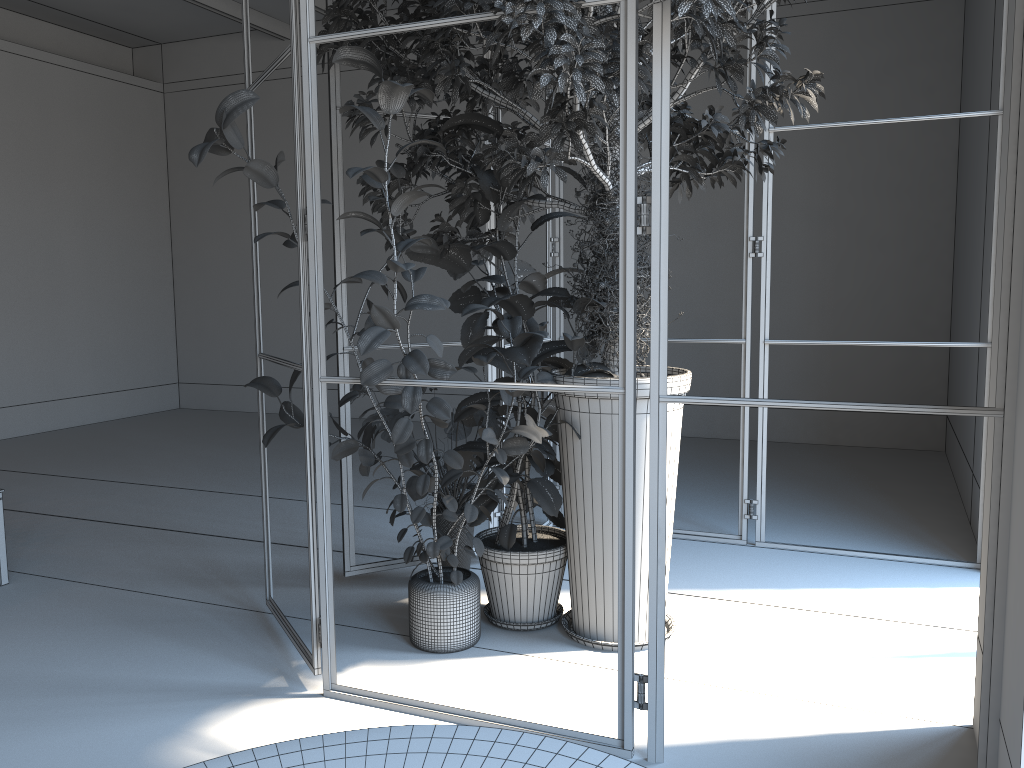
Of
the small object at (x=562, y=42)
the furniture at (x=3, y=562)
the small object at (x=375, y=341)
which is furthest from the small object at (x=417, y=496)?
the furniture at (x=3, y=562)

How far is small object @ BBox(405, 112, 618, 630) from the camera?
3.59m

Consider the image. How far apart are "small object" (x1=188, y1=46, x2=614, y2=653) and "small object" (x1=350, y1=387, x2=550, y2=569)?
0.2 meters

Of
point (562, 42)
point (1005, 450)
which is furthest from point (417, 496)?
point (1005, 450)

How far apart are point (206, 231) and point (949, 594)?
8.9 meters

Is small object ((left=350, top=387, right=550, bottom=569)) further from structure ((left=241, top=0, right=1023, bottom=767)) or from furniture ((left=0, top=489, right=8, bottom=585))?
furniture ((left=0, top=489, right=8, bottom=585))

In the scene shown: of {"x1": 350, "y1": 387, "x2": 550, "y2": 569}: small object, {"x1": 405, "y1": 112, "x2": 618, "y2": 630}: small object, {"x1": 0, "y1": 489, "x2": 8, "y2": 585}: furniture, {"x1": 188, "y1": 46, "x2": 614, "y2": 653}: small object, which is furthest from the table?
{"x1": 0, "y1": 489, "x2": 8, "y2": 585}: furniture

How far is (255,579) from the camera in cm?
443

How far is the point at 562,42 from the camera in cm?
254

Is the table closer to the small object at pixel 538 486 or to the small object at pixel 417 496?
the small object at pixel 538 486
